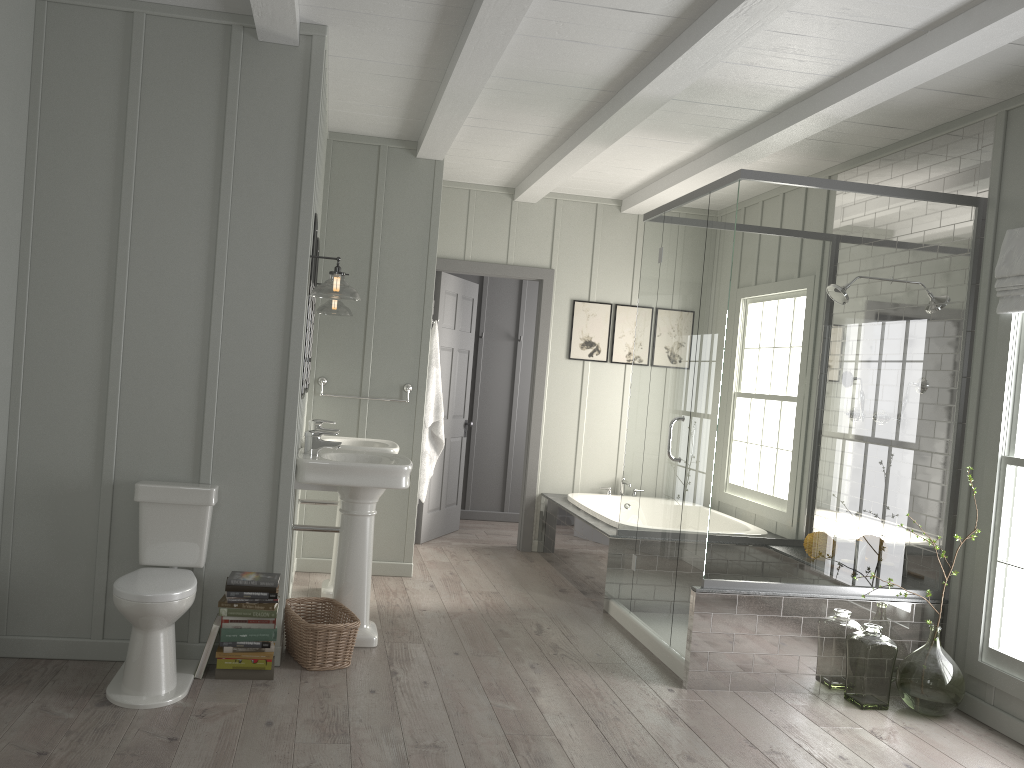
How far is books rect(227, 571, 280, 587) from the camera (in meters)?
3.59

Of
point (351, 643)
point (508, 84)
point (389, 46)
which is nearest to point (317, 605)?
point (351, 643)

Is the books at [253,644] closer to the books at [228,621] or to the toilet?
the books at [228,621]

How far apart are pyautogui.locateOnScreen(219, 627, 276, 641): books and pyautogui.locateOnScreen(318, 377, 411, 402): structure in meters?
2.1 m

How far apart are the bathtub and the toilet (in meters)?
2.72

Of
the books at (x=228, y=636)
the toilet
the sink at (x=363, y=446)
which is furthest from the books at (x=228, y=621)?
the sink at (x=363, y=446)

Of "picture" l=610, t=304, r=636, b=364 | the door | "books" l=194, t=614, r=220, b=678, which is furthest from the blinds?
"books" l=194, t=614, r=220, b=678

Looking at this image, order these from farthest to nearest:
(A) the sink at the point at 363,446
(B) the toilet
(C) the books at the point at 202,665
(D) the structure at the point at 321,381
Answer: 1. (D) the structure at the point at 321,381
2. (A) the sink at the point at 363,446
3. (C) the books at the point at 202,665
4. (B) the toilet

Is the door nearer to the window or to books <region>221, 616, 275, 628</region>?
books <region>221, 616, 275, 628</region>

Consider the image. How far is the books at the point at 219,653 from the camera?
3.58m
